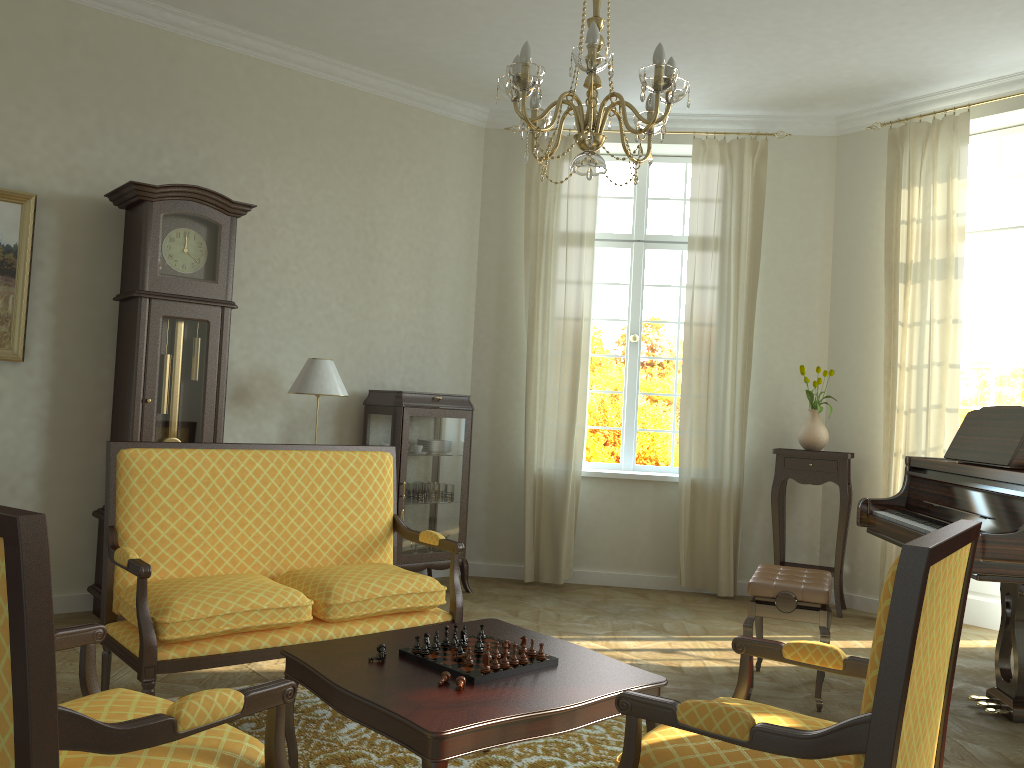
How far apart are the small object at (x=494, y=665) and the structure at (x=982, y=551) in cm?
201

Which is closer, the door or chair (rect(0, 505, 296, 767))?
chair (rect(0, 505, 296, 767))

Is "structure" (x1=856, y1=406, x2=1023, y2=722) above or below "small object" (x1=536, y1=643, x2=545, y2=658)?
above

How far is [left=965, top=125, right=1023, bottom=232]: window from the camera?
6.0 meters

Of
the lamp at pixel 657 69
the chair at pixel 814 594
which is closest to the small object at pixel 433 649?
the lamp at pixel 657 69

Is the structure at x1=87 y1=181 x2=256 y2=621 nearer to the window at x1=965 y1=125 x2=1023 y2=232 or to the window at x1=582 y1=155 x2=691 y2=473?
the window at x1=582 y1=155 x2=691 y2=473

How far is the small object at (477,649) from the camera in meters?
2.8 m

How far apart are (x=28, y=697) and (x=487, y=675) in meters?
1.4

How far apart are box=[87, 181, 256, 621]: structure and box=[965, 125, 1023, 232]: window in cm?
485

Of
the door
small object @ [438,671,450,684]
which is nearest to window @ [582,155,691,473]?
the door
